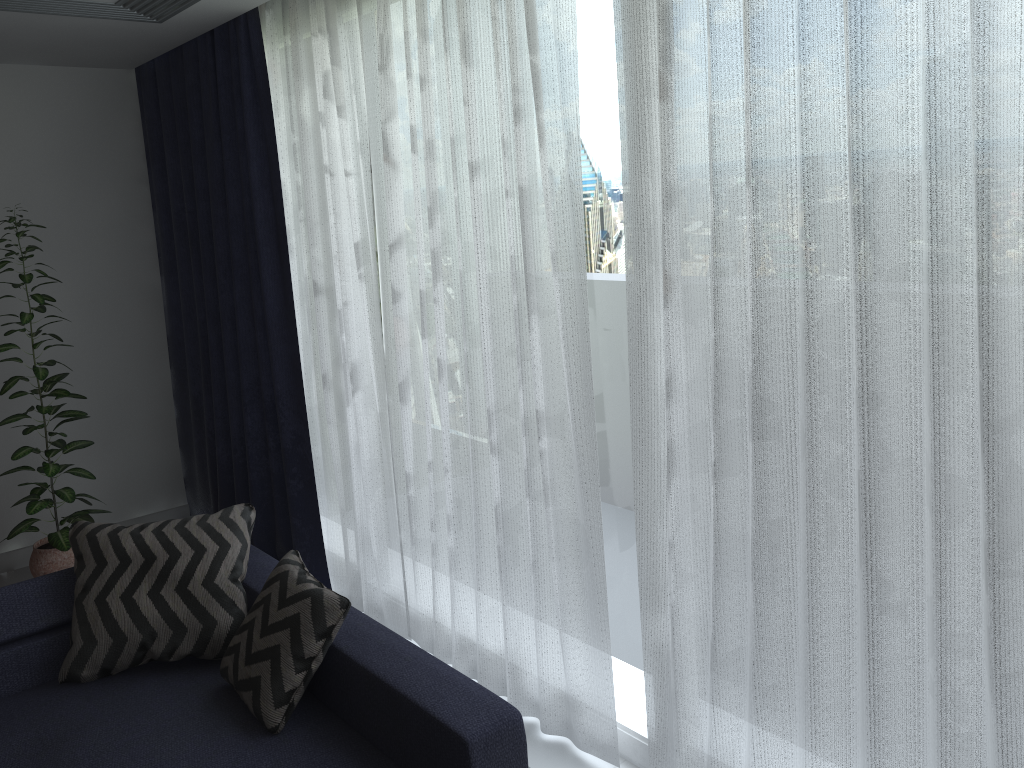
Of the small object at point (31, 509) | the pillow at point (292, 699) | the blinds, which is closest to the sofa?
the pillow at point (292, 699)

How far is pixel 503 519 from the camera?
2.9 meters

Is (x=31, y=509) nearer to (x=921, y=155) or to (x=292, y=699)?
(x=292, y=699)

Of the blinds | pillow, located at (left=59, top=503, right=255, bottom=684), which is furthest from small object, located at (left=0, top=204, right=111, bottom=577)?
pillow, located at (left=59, top=503, right=255, bottom=684)

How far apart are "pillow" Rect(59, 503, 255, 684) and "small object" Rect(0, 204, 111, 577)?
1.20m

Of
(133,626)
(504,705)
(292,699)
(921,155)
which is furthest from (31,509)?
(921,155)

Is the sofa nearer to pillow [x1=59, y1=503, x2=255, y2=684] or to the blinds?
pillow [x1=59, y1=503, x2=255, y2=684]

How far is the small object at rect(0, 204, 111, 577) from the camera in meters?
4.0

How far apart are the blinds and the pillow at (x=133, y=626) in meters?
0.6 m

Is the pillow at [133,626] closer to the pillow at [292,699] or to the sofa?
the sofa
